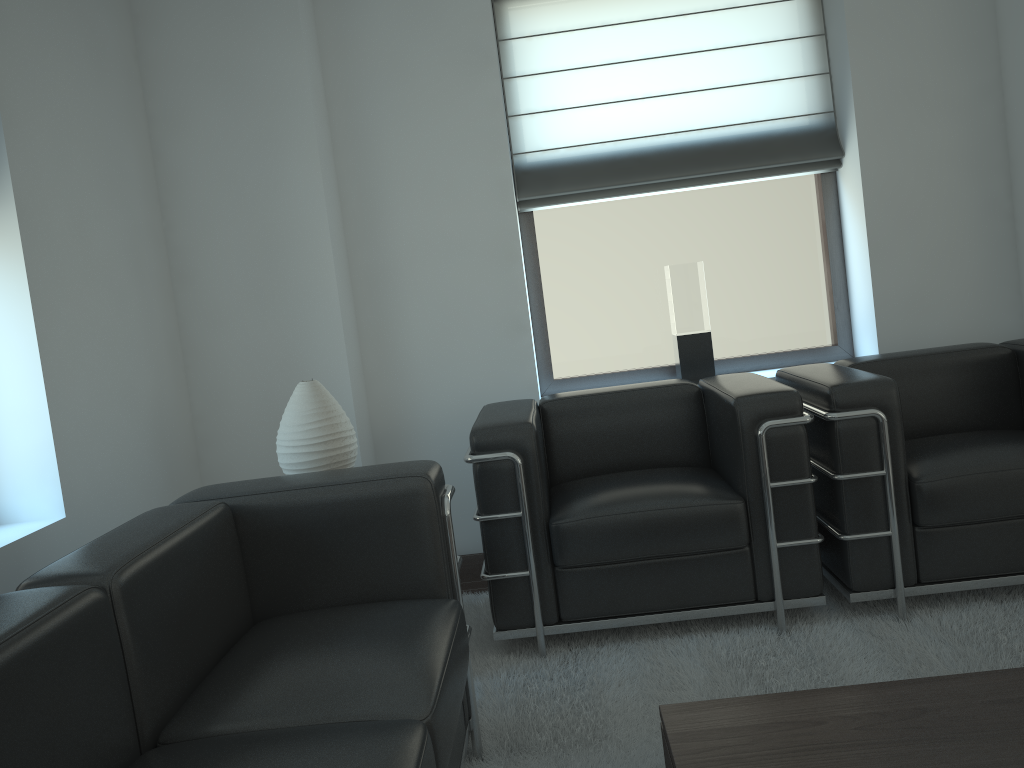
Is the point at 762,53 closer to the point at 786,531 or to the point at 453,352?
the point at 453,352

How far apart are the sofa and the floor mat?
0.04m

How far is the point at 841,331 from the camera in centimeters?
595cm

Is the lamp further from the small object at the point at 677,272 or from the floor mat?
the small object at the point at 677,272

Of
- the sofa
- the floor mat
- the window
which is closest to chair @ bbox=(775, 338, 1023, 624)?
the floor mat

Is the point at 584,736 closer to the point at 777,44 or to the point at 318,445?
the point at 318,445

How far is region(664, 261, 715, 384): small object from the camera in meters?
5.6 m

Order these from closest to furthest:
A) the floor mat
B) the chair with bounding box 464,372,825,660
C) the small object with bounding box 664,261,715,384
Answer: the floor mat → the chair with bounding box 464,372,825,660 → the small object with bounding box 664,261,715,384

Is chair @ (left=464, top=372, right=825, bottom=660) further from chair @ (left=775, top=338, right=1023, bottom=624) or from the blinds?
the blinds

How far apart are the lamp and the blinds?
2.24m
